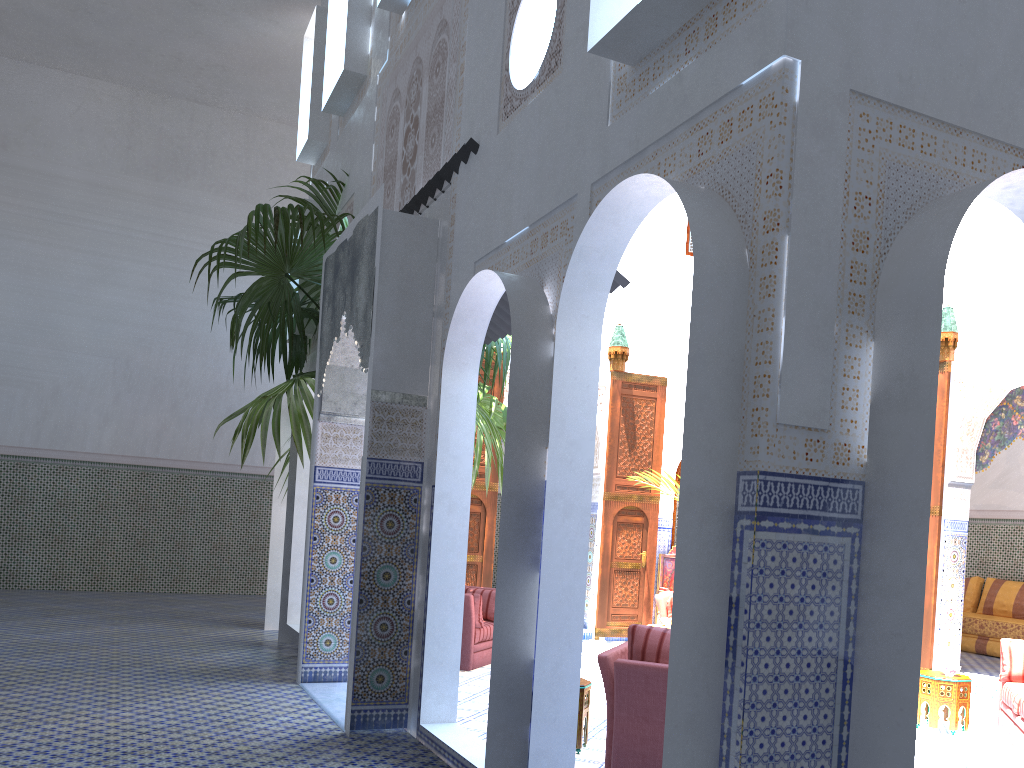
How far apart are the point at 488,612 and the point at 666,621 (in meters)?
1.40

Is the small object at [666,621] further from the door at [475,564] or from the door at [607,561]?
the door at [475,564]

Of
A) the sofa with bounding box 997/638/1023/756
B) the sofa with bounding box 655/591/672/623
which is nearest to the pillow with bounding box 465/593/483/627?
the sofa with bounding box 655/591/672/623

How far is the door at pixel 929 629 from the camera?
6.7 meters

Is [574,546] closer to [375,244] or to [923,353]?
[923,353]

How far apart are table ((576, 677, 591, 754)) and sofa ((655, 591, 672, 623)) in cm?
303

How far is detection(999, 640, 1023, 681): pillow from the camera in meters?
4.9 m

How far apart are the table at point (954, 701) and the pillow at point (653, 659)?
2.4 meters

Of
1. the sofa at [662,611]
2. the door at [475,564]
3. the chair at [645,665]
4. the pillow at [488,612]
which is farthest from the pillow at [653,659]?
the door at [475,564]

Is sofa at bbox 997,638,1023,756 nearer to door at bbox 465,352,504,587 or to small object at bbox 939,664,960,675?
small object at bbox 939,664,960,675
